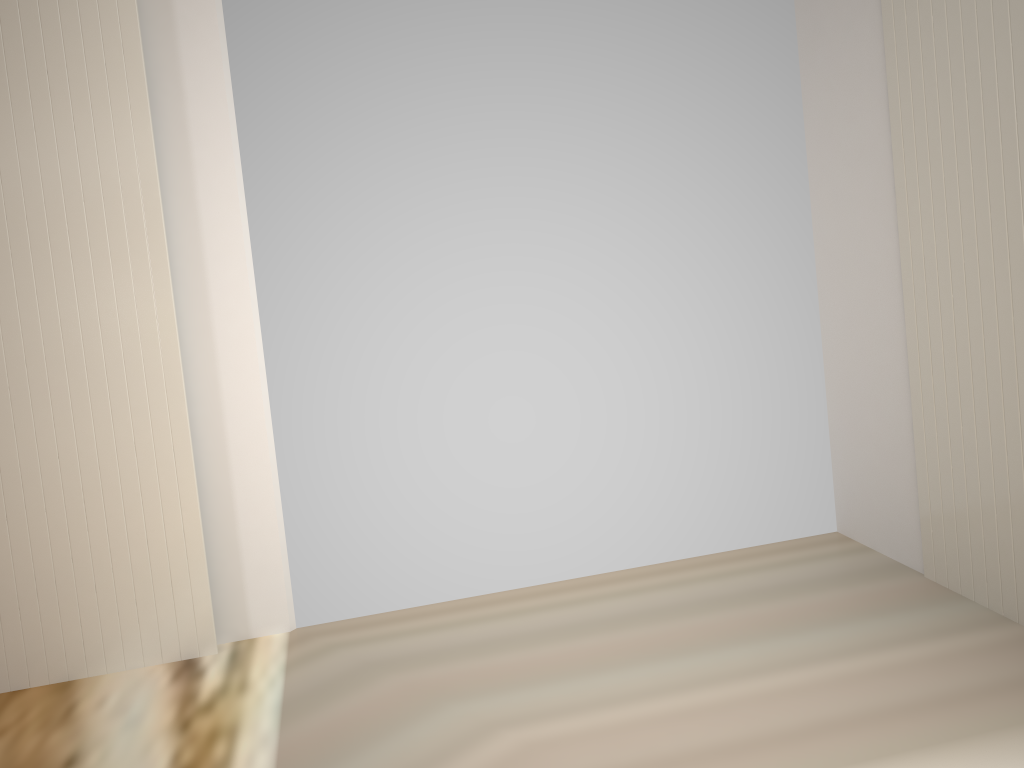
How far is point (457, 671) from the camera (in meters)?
2.39

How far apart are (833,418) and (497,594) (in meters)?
1.30
